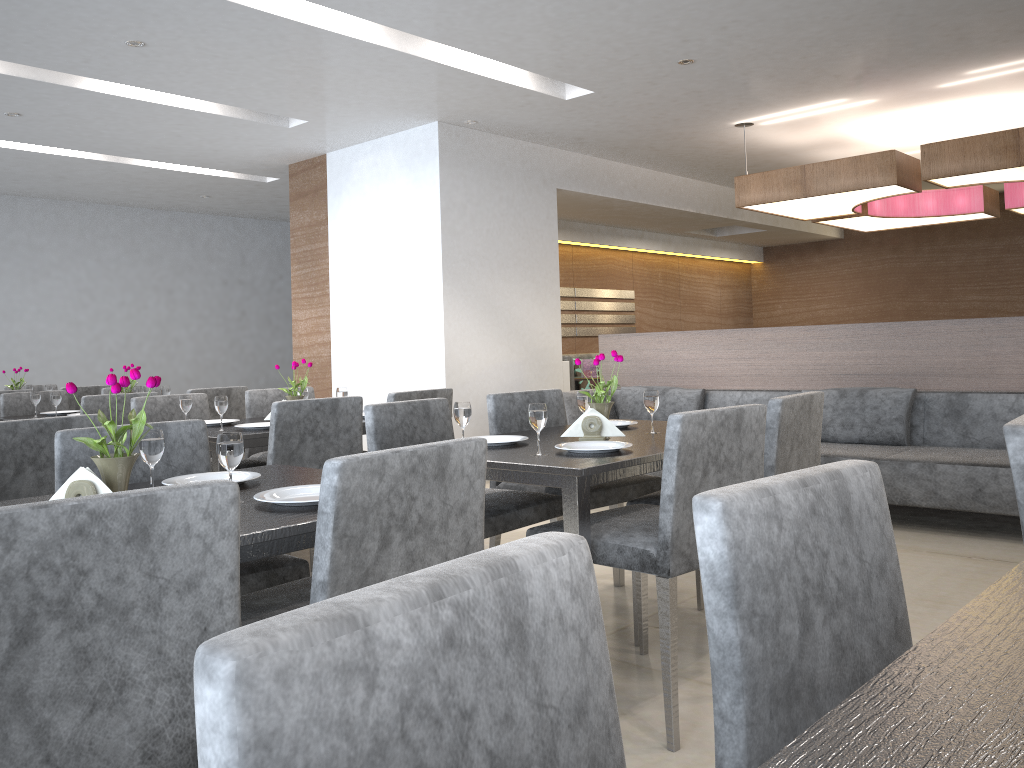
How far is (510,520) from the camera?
2.7m

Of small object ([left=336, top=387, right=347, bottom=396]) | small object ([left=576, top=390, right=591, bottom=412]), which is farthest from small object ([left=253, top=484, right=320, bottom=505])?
small object ([left=336, top=387, right=347, bottom=396])

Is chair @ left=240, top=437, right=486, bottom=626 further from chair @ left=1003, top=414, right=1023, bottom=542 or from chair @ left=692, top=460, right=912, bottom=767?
chair @ left=1003, top=414, right=1023, bottom=542

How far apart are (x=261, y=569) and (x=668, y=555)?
1.0m

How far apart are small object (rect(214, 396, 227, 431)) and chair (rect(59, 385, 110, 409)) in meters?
3.2

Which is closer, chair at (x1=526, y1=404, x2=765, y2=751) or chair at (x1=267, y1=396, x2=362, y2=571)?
chair at (x1=526, y1=404, x2=765, y2=751)

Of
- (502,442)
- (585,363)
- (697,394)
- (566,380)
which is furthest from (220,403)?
(585,363)

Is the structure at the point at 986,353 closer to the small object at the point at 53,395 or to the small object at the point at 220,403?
the small object at the point at 220,403

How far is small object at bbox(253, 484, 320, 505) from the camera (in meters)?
1.70

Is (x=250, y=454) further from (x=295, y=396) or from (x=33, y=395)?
(x=33, y=395)
